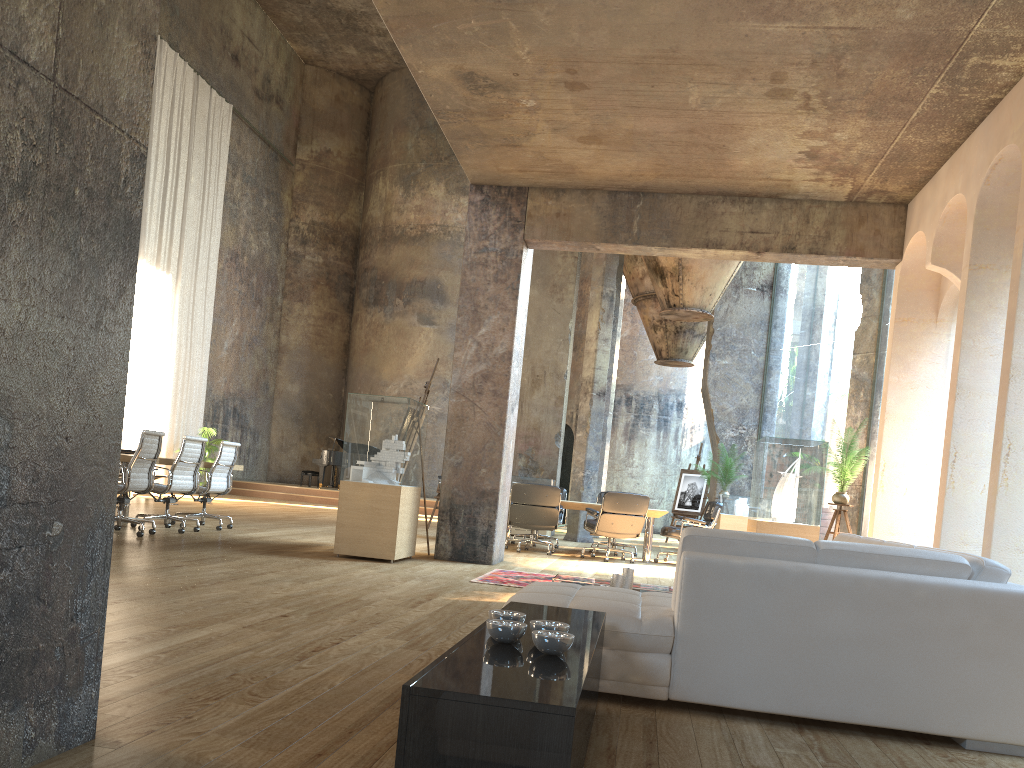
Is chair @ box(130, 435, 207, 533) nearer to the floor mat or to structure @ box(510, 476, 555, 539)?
the floor mat

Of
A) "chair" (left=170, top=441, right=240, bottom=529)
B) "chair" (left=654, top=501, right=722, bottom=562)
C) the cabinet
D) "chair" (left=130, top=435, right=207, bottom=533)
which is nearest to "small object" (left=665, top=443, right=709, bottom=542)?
"chair" (left=654, top=501, right=722, bottom=562)

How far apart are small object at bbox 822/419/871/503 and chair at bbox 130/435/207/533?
6.7 meters

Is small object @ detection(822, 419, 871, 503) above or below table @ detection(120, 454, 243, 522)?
above

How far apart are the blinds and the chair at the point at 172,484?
8.3 meters

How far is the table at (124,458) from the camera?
8.4 meters

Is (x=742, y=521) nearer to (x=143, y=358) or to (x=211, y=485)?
(x=211, y=485)

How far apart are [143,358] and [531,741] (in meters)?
17.30

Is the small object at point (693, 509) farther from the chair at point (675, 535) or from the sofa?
the sofa

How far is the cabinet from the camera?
1.7 meters
